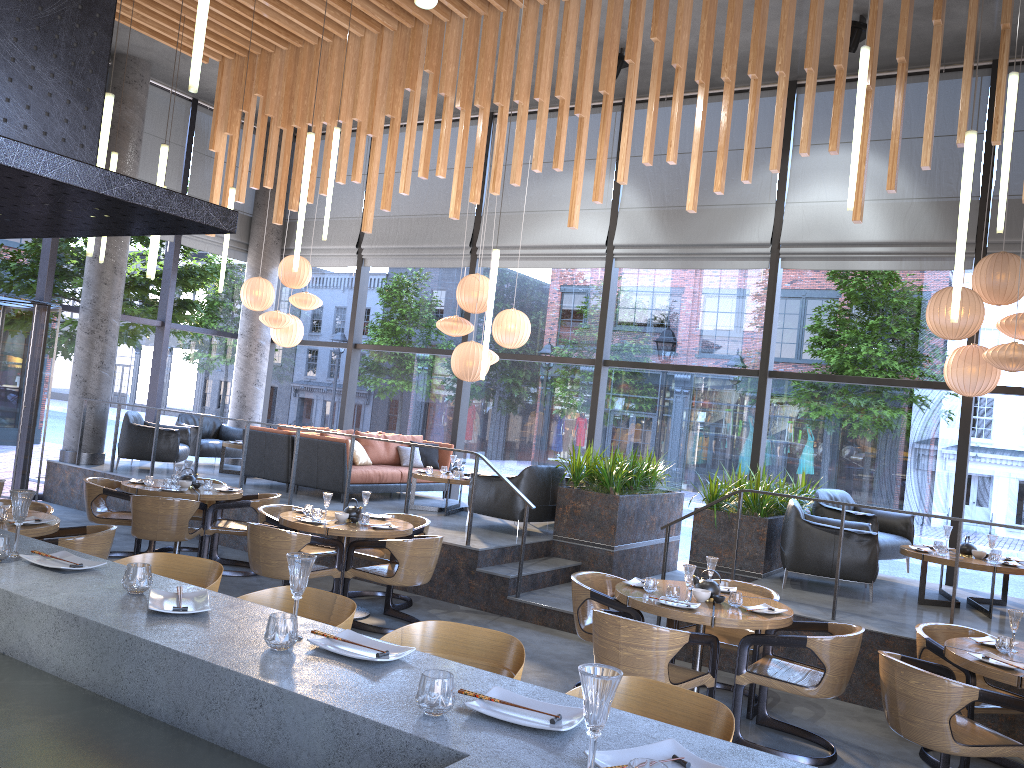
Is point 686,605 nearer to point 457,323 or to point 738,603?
point 738,603

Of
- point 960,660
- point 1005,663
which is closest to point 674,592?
point 960,660

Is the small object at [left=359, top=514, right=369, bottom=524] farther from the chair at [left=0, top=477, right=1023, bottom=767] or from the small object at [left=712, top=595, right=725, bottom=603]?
the small object at [left=712, top=595, right=725, bottom=603]

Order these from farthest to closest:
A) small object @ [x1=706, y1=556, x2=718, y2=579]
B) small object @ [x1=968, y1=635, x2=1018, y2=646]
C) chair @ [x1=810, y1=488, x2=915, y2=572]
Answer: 1. chair @ [x1=810, y1=488, x2=915, y2=572]
2. small object @ [x1=706, y1=556, x2=718, y2=579]
3. small object @ [x1=968, y1=635, x2=1018, y2=646]

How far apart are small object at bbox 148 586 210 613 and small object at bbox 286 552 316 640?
0.35m

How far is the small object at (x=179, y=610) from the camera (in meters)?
2.56

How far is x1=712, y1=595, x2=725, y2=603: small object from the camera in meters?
5.4 m

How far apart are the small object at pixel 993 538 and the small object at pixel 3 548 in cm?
730

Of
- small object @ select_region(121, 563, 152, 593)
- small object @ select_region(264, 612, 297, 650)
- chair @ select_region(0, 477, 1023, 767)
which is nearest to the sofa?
chair @ select_region(0, 477, 1023, 767)

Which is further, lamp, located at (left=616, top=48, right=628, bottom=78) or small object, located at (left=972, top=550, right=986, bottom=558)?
lamp, located at (left=616, top=48, right=628, bottom=78)
